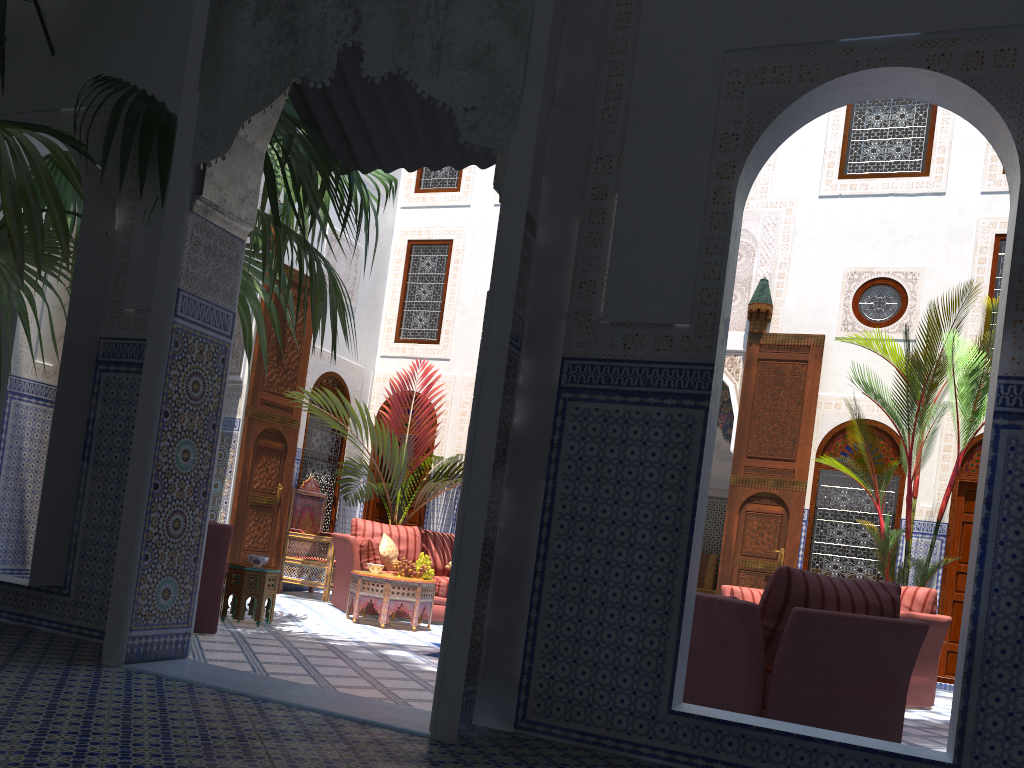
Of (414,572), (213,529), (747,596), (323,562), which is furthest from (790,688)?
(323,562)

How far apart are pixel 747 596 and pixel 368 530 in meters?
2.7 m

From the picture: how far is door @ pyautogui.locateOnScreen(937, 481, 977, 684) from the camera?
6.1m

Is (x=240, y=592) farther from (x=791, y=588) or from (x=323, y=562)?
(x=791, y=588)

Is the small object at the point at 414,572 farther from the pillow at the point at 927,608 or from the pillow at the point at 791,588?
the pillow at the point at 791,588

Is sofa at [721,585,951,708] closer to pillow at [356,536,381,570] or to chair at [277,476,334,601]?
pillow at [356,536,381,570]

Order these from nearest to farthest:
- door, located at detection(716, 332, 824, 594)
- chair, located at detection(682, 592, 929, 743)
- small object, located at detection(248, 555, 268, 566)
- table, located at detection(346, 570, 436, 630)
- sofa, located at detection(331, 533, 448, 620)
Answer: chair, located at detection(682, 592, 929, 743) < small object, located at detection(248, 555, 268, 566) < table, located at detection(346, 570, 436, 630) < sofa, located at detection(331, 533, 448, 620) < door, located at detection(716, 332, 824, 594)

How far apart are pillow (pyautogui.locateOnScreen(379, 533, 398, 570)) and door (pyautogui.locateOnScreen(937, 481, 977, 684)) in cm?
392

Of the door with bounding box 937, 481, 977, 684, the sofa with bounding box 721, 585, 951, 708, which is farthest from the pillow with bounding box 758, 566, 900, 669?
the door with bounding box 937, 481, 977, 684

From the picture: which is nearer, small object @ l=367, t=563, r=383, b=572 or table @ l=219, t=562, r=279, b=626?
table @ l=219, t=562, r=279, b=626
